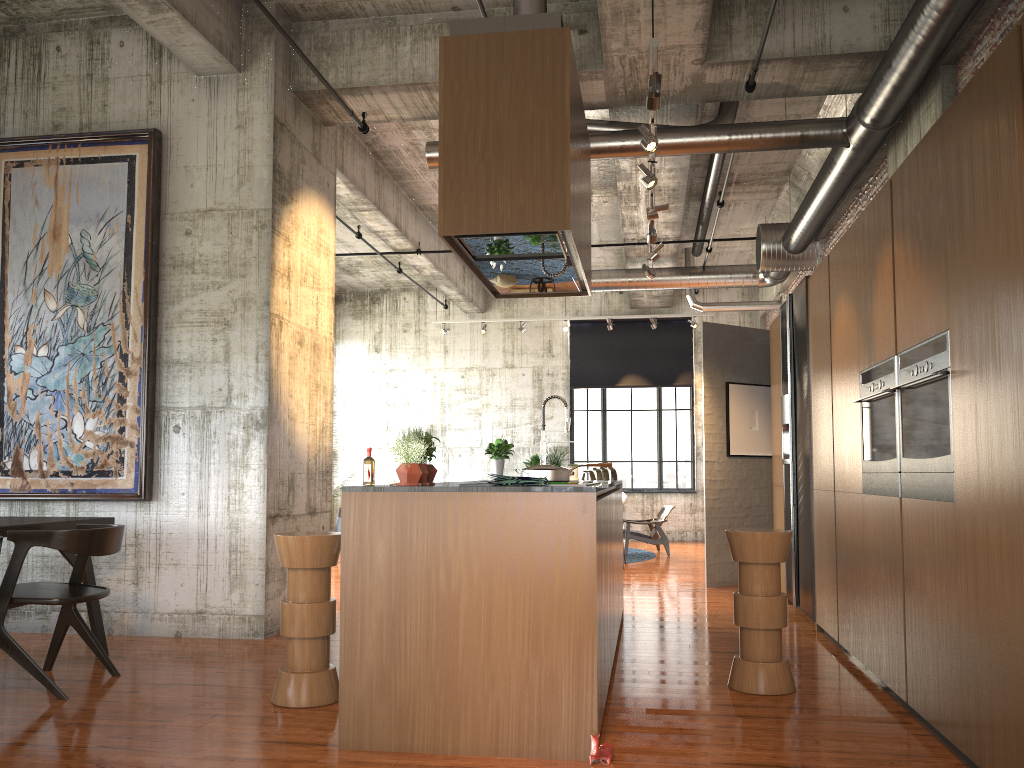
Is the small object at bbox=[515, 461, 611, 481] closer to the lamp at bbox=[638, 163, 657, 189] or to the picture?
the lamp at bbox=[638, 163, 657, 189]

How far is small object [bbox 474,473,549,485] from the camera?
4.4m

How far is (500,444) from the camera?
8.4 meters

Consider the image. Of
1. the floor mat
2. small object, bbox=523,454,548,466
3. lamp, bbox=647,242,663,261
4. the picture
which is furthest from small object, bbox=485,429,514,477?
the floor mat

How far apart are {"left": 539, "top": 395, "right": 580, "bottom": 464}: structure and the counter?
1.58m

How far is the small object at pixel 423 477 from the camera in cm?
495

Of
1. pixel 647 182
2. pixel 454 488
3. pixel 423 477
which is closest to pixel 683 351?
pixel 647 182

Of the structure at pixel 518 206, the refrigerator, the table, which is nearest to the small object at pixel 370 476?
the structure at pixel 518 206

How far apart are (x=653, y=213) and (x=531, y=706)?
5.07m

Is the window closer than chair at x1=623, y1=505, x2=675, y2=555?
No
